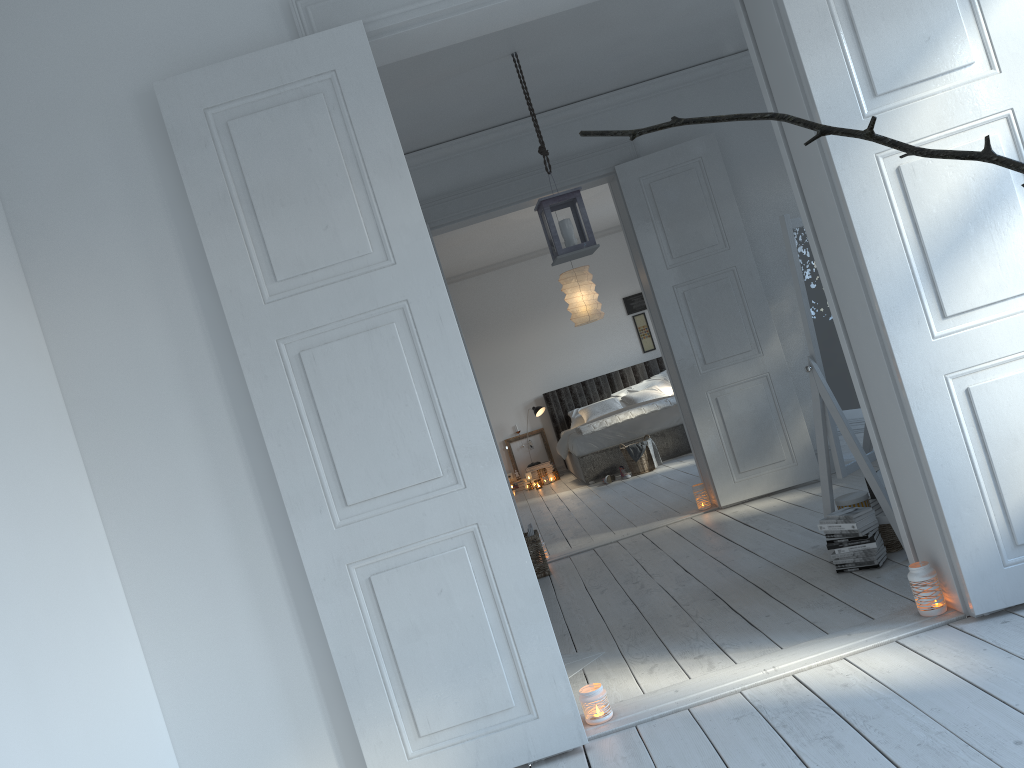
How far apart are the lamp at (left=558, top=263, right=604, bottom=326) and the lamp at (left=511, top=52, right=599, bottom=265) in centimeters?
388cm

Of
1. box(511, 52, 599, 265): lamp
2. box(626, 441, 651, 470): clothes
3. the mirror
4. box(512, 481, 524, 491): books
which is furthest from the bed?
the mirror

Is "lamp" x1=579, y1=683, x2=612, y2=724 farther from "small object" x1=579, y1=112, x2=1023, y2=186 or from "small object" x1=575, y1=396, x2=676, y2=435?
"small object" x1=575, y1=396, x2=676, y2=435

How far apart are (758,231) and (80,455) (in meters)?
4.50

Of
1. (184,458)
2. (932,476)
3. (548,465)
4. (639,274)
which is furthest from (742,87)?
(548,465)

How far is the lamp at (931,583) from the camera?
2.9 meters

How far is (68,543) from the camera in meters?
2.5

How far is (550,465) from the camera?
10.9m

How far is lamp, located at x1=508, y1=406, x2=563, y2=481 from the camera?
10.8 meters

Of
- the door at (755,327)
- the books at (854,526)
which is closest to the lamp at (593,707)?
the books at (854,526)
